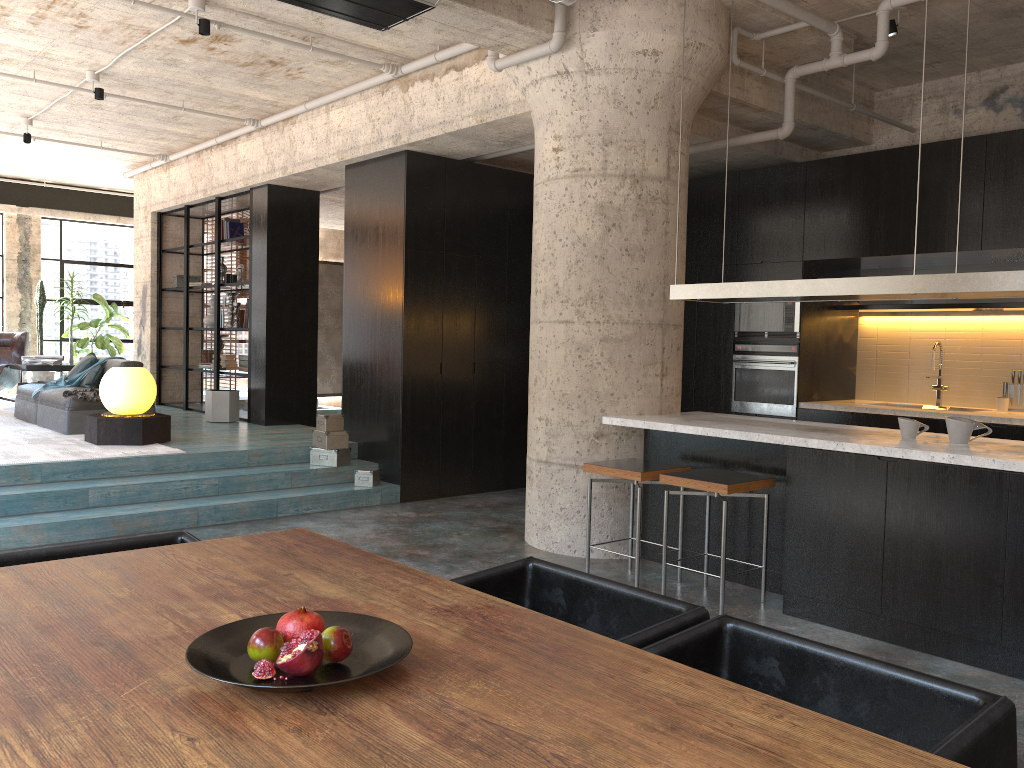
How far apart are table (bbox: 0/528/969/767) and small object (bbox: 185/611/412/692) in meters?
0.0 m

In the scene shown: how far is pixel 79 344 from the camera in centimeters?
1327cm

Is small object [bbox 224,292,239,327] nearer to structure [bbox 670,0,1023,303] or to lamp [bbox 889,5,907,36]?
structure [bbox 670,0,1023,303]

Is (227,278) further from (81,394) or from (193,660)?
(193,660)

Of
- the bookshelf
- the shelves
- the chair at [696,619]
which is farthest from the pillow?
the chair at [696,619]

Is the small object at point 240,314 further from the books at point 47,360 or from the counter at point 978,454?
the counter at point 978,454

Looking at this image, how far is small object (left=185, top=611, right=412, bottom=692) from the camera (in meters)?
1.66

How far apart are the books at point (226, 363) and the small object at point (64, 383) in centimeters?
179cm

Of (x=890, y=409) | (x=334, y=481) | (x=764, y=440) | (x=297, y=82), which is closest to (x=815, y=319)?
(x=890, y=409)

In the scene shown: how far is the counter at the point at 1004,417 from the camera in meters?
6.5
